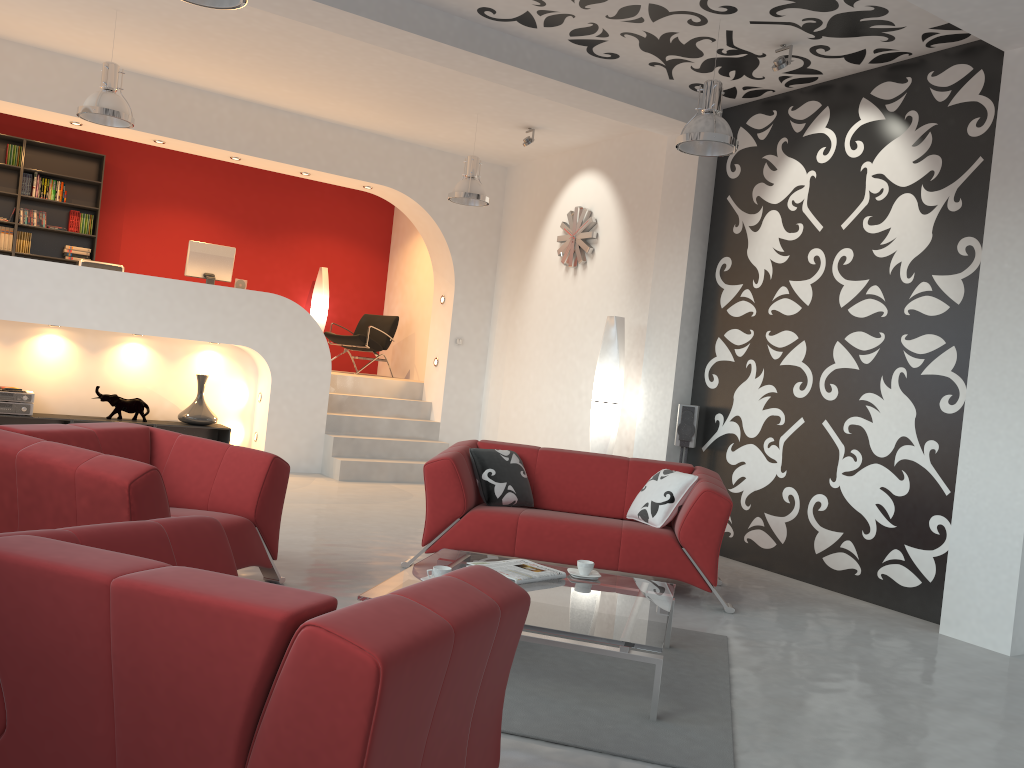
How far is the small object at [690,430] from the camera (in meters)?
6.81

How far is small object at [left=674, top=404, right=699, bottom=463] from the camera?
6.8 meters

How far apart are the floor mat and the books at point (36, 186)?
8.6 meters

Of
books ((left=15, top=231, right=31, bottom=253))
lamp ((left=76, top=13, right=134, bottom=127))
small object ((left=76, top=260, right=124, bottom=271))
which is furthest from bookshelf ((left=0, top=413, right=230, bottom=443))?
books ((left=15, top=231, right=31, bottom=253))

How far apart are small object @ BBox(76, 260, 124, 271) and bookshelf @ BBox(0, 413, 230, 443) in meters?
1.5 m

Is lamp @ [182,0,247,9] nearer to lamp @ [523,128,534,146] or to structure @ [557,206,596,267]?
lamp @ [523,128,534,146]

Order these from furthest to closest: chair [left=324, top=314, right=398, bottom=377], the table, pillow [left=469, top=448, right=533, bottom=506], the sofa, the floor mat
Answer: chair [left=324, top=314, right=398, bottom=377]
pillow [left=469, top=448, right=533, bottom=506]
the sofa
the table
the floor mat

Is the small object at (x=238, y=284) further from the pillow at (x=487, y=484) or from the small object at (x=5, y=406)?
the pillow at (x=487, y=484)

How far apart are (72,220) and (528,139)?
5.55m

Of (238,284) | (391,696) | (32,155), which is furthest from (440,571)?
(32,155)
